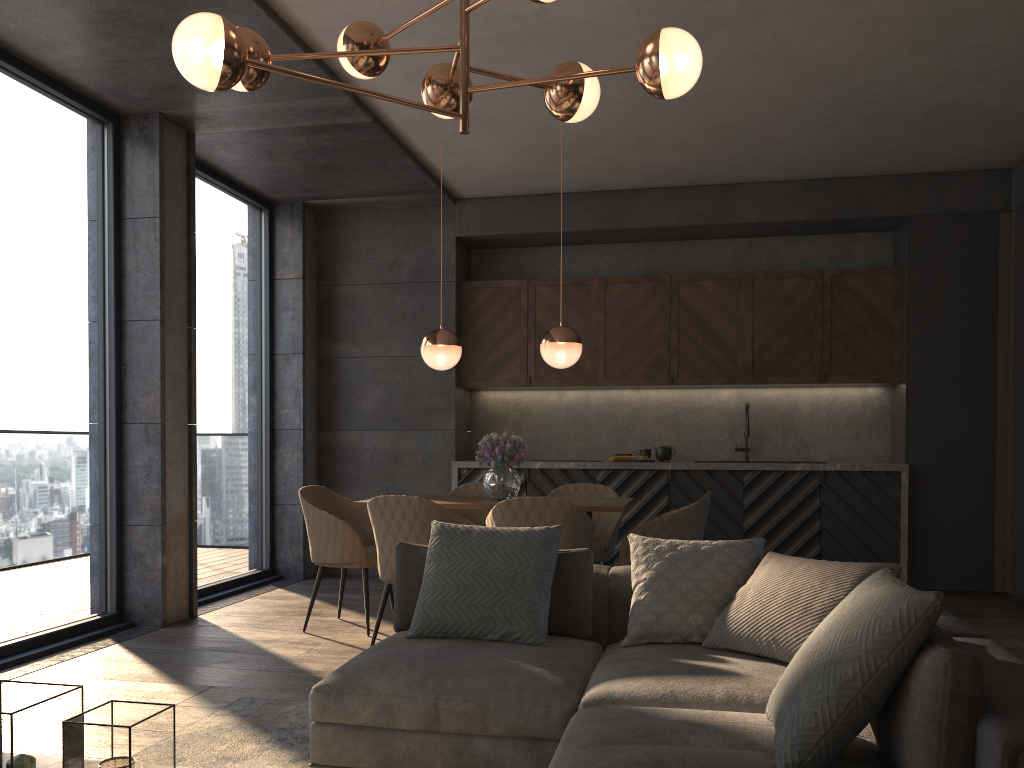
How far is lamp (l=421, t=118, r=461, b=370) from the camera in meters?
5.0 m

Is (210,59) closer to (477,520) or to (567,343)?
(567,343)

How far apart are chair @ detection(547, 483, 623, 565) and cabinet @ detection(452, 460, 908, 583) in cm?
107

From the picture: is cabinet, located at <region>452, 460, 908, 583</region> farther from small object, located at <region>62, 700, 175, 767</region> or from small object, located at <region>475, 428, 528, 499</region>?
small object, located at <region>62, 700, 175, 767</region>

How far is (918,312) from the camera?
6.44m

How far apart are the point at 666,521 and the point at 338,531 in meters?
1.8 m

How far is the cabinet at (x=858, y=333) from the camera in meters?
6.7 m

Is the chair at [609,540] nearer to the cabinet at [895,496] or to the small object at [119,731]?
the cabinet at [895,496]

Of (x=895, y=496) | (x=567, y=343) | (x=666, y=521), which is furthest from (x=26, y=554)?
(x=895, y=496)

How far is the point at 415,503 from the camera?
4.23m
